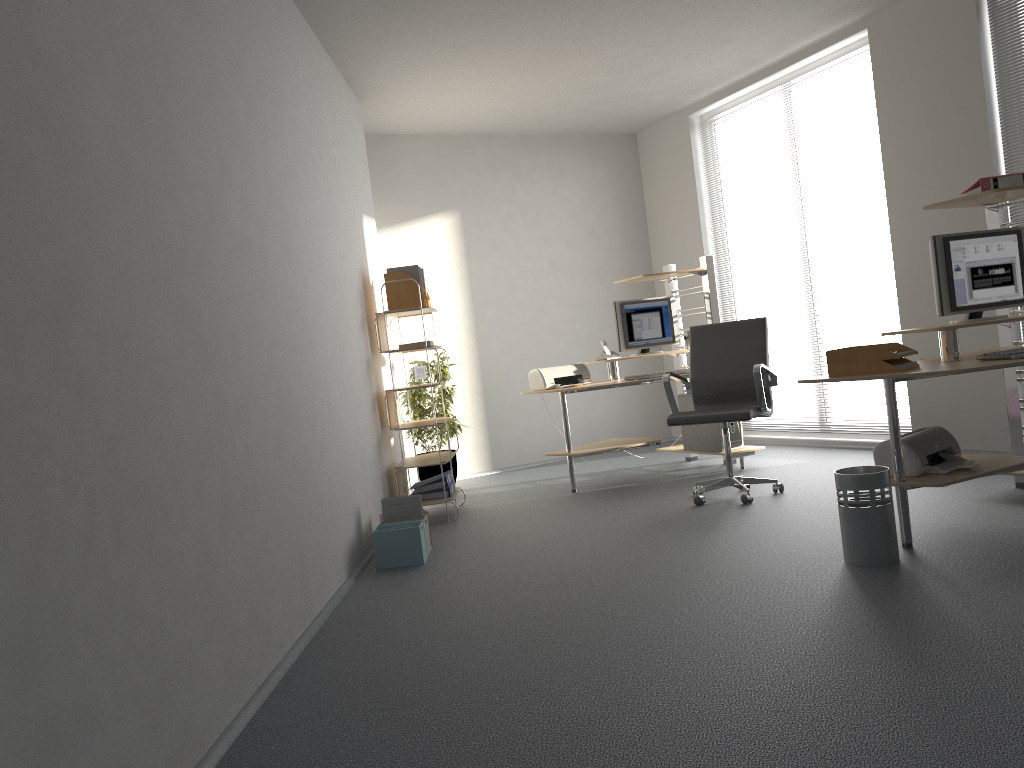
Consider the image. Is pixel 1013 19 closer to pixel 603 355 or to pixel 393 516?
pixel 603 355

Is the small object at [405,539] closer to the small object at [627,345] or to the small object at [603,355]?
the small object at [603,355]

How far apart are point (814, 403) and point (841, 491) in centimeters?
225cm

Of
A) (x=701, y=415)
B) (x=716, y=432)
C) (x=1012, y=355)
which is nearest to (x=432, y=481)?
(x=701, y=415)

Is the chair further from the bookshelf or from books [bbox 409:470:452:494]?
books [bbox 409:470:452:494]

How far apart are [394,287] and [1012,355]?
3.60m

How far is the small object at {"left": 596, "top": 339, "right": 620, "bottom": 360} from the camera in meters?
6.5

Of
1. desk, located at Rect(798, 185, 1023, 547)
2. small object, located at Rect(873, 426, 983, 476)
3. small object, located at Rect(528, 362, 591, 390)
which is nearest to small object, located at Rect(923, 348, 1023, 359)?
desk, located at Rect(798, 185, 1023, 547)

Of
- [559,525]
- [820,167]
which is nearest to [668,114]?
[820,167]

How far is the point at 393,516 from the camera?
4.8 meters
